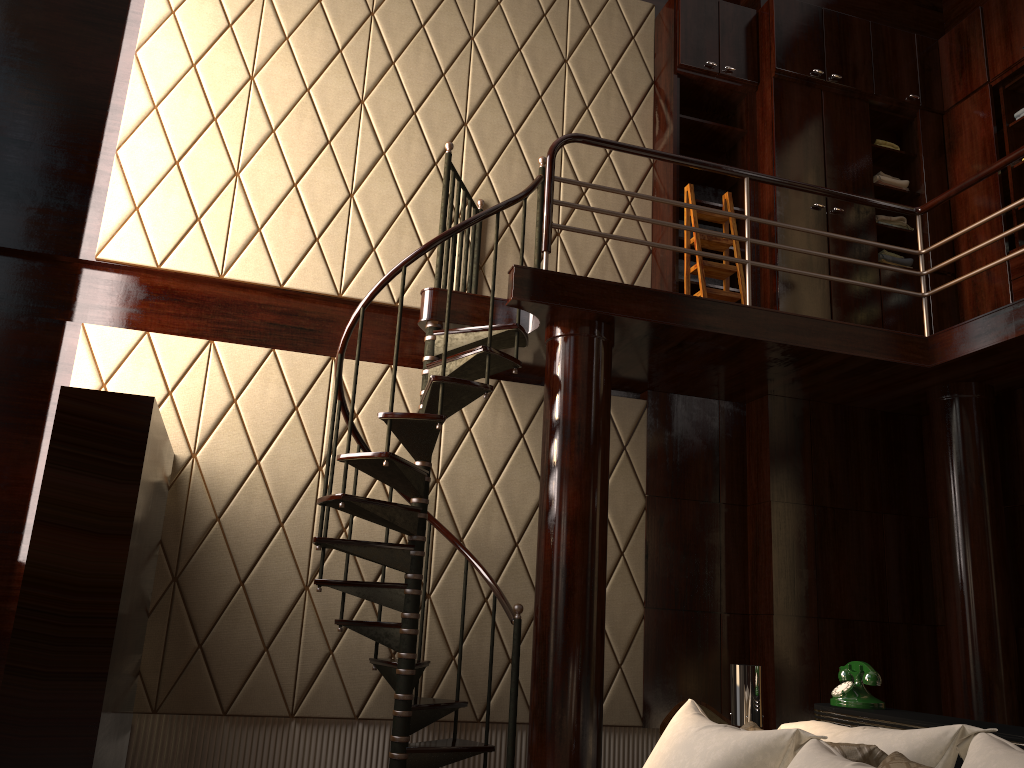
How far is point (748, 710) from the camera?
2.7 meters

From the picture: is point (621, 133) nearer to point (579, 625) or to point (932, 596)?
point (579, 625)

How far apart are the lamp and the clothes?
3.4m

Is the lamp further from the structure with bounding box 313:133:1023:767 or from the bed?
the structure with bounding box 313:133:1023:767

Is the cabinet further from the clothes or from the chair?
the chair

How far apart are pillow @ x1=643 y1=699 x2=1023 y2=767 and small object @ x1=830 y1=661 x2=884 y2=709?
0.27m

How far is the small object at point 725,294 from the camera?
4.8 meters

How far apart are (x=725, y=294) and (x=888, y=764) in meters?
3.3 m

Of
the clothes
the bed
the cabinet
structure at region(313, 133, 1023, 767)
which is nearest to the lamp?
the bed

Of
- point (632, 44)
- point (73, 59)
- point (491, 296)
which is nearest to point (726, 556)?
point (491, 296)
